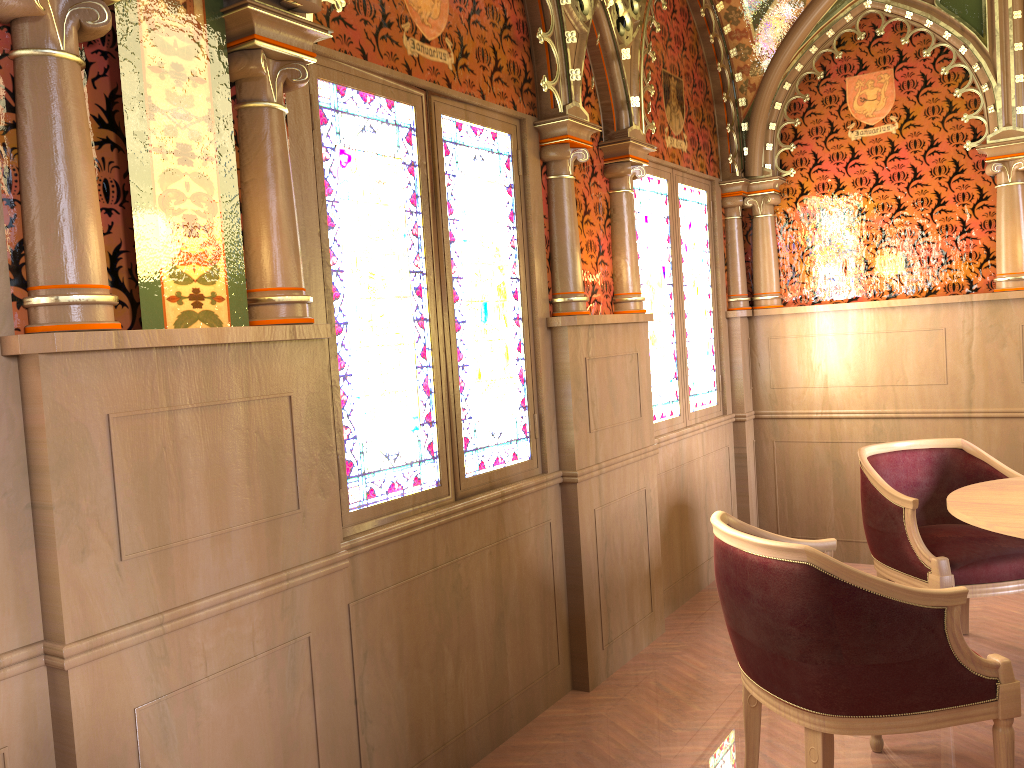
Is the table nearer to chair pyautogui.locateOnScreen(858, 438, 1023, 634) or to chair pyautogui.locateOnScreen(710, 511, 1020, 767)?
chair pyautogui.locateOnScreen(858, 438, 1023, 634)

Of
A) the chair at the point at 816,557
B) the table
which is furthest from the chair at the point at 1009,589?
the chair at the point at 816,557

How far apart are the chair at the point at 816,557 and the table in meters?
0.4

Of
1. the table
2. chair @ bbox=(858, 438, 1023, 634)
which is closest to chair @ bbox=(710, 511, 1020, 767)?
the table

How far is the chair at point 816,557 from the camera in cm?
221

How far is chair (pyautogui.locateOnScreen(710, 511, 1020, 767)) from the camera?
2.2m

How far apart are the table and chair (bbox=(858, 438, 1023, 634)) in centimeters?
21cm

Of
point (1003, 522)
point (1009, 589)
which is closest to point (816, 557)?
point (1003, 522)

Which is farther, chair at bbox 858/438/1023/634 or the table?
chair at bbox 858/438/1023/634

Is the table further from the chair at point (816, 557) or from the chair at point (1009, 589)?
the chair at point (816, 557)
